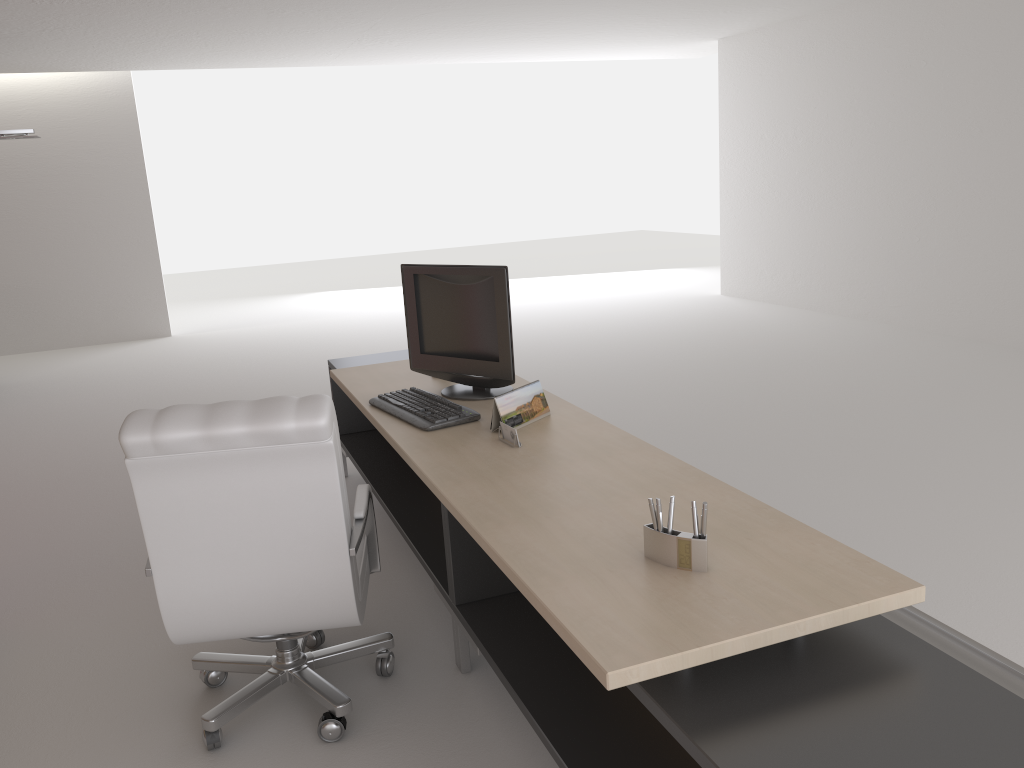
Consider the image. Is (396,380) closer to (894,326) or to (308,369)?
(308,369)

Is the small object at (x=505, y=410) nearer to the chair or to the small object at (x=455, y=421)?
the small object at (x=455, y=421)

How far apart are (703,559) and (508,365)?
2.33m

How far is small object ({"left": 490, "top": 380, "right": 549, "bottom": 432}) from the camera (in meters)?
4.42

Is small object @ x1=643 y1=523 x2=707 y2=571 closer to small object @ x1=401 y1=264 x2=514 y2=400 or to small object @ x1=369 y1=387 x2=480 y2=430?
small object @ x1=369 y1=387 x2=480 y2=430

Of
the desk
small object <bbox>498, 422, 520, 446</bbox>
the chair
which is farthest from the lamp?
small object <bbox>498, 422, 520, 446</bbox>

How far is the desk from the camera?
2.28m

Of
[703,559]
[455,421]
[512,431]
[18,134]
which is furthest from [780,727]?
[18,134]

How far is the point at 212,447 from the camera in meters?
3.5 m

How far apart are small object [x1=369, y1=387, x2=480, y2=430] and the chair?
0.5m
